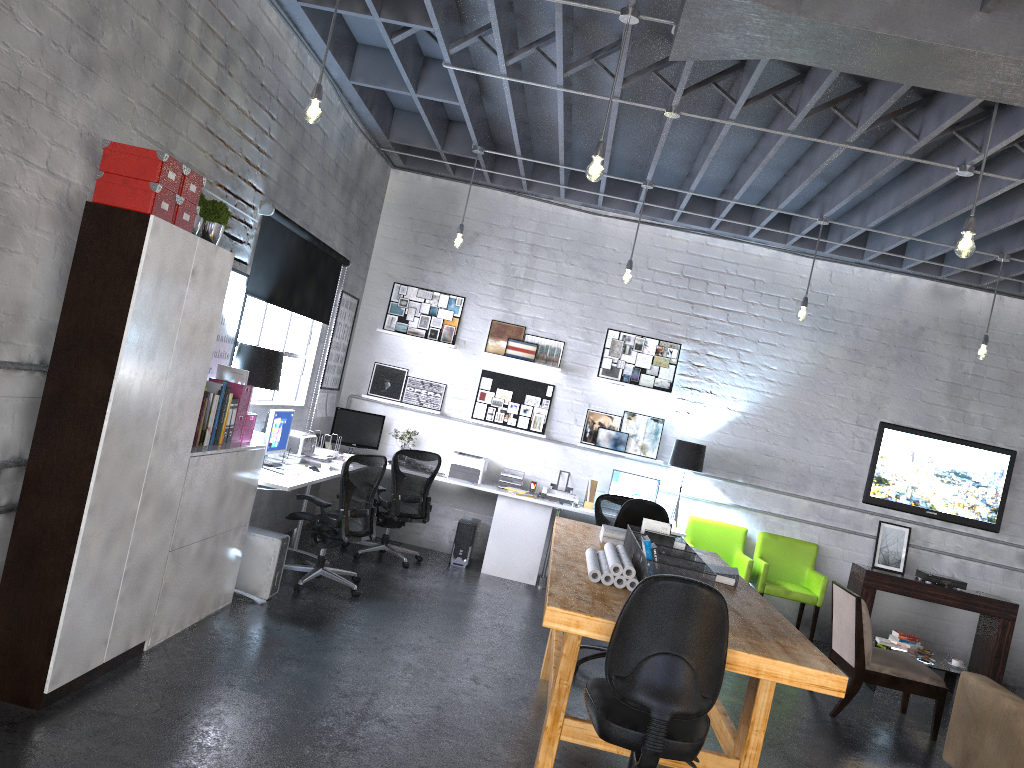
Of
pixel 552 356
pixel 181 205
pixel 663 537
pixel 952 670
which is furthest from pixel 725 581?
pixel 552 356

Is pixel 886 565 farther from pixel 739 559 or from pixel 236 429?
pixel 236 429

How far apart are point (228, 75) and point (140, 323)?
2.02m

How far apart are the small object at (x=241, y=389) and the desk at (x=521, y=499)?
0.5 meters

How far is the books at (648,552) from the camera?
3.9m

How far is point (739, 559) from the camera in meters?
8.5

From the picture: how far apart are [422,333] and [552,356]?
1.3 meters

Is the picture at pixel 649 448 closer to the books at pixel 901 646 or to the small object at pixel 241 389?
the books at pixel 901 646

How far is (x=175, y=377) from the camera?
4.1m

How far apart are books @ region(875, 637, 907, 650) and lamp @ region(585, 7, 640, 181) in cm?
490
